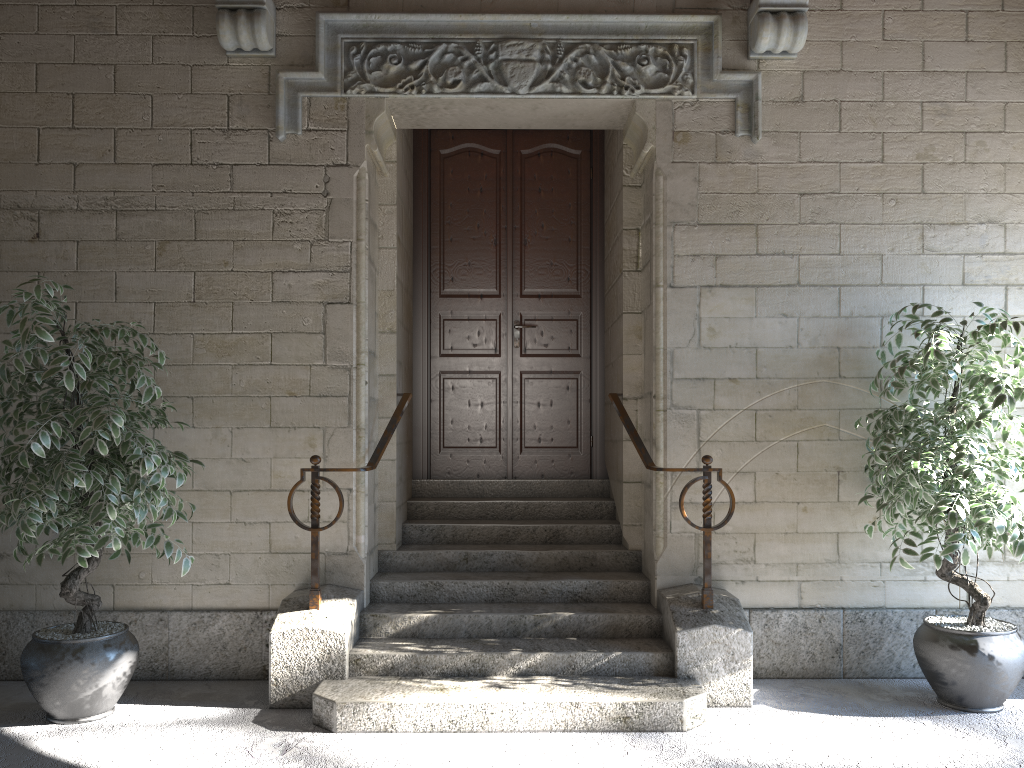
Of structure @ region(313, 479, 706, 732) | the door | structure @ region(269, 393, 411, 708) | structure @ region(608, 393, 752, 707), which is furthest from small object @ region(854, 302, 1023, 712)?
structure @ region(269, 393, 411, 708)

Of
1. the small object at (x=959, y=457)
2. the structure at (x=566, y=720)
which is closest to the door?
the structure at (x=566, y=720)

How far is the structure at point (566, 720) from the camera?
3.12m

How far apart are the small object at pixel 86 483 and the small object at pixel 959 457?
2.6 meters

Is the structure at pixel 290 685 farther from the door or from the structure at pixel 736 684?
the structure at pixel 736 684

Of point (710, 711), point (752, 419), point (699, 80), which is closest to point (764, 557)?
point (752, 419)

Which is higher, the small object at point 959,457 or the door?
the door

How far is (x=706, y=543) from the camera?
3.5m

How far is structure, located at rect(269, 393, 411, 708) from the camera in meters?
3.4 m

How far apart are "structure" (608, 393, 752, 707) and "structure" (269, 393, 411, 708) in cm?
97
